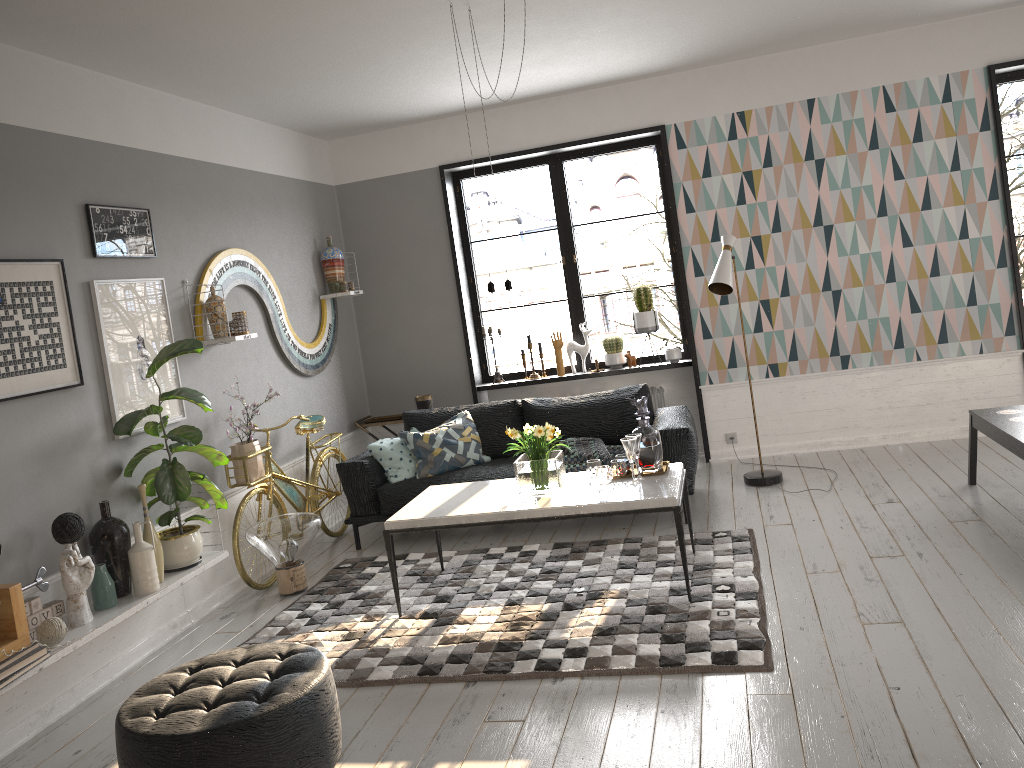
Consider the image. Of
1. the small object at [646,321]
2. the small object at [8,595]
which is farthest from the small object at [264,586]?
the small object at [646,321]

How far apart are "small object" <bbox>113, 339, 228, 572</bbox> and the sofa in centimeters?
117cm

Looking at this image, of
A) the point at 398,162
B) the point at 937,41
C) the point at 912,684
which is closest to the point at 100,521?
the point at 912,684

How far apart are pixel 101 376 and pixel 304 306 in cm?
232

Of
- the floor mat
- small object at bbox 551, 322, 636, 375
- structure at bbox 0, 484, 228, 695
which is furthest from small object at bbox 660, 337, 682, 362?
structure at bbox 0, 484, 228, 695

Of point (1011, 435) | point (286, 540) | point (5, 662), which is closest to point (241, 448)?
point (286, 540)

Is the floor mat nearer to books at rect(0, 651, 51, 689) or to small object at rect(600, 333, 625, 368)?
books at rect(0, 651, 51, 689)

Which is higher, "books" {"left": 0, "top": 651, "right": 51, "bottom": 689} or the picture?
the picture

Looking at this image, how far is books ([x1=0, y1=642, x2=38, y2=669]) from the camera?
3.3 meters

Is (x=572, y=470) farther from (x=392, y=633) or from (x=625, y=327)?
(x=625, y=327)
